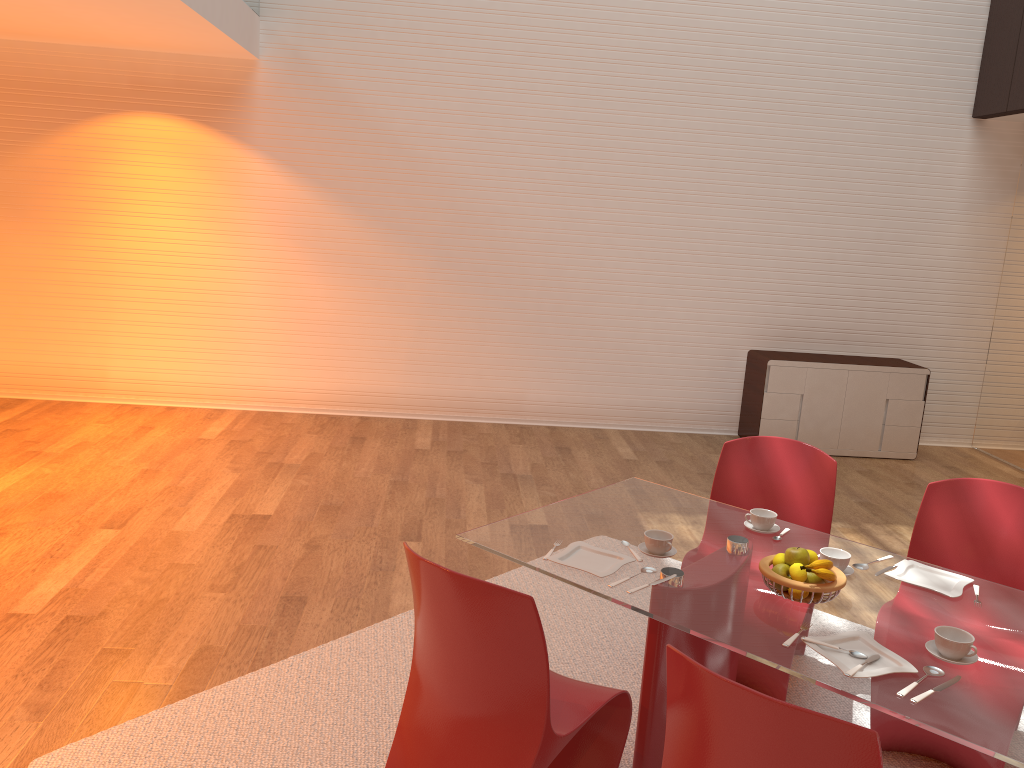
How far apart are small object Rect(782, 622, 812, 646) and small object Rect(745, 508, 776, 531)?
0.78m

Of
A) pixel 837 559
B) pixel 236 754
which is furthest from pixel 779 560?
pixel 236 754

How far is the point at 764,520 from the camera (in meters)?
2.94

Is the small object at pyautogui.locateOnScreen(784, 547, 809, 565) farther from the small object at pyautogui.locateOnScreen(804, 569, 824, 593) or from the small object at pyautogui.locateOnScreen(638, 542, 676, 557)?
the small object at pyautogui.locateOnScreen(638, 542, 676, 557)

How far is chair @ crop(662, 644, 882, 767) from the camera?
1.59m

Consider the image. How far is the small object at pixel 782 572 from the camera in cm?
245

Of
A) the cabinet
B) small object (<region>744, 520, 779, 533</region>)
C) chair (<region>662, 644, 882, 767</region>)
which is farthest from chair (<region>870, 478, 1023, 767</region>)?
the cabinet

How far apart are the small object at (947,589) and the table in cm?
2

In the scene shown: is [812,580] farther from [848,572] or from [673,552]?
[673,552]

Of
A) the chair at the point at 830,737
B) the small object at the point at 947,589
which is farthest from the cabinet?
the chair at the point at 830,737
